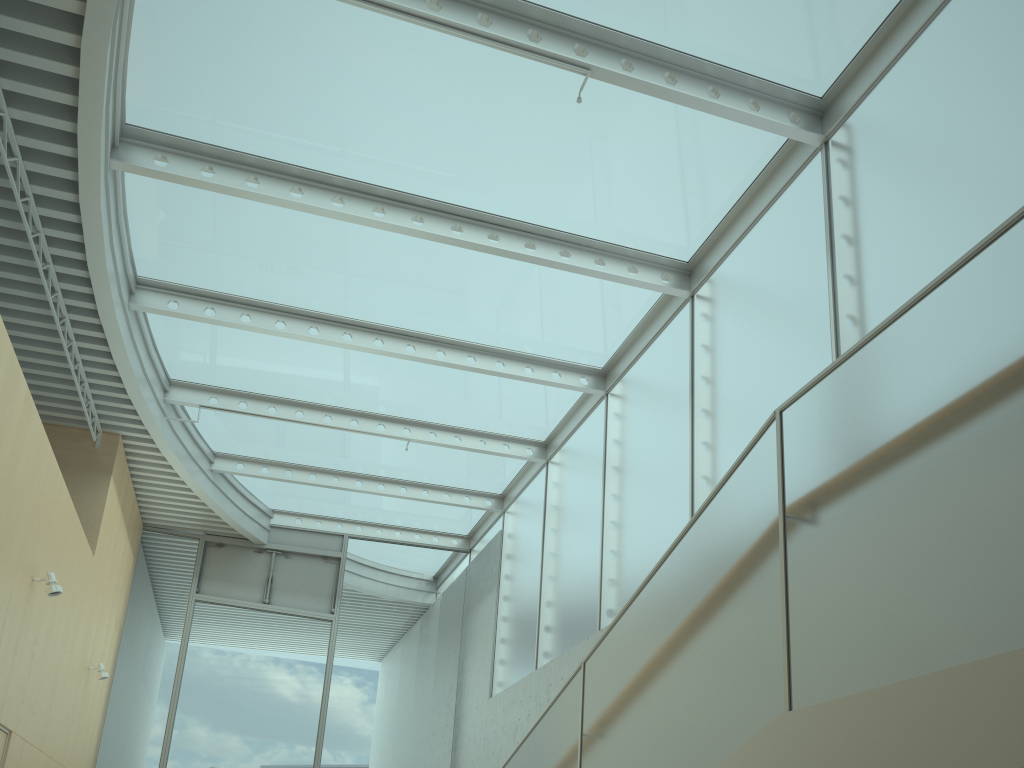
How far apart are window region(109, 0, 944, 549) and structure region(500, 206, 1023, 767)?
3.55m

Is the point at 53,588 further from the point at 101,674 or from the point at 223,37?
the point at 223,37

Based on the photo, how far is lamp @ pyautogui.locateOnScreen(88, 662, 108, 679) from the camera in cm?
897

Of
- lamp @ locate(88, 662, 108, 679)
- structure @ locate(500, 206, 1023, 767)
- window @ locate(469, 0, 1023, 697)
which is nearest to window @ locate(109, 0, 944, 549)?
window @ locate(469, 0, 1023, 697)

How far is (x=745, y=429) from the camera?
6.2m

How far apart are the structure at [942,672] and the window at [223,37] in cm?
355

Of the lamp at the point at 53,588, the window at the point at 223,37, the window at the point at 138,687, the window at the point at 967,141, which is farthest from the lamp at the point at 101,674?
the window at the point at 967,141

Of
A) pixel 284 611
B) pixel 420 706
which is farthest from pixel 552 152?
pixel 420 706

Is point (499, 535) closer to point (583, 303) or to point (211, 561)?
point (211, 561)

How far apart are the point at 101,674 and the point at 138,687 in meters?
2.1 m
